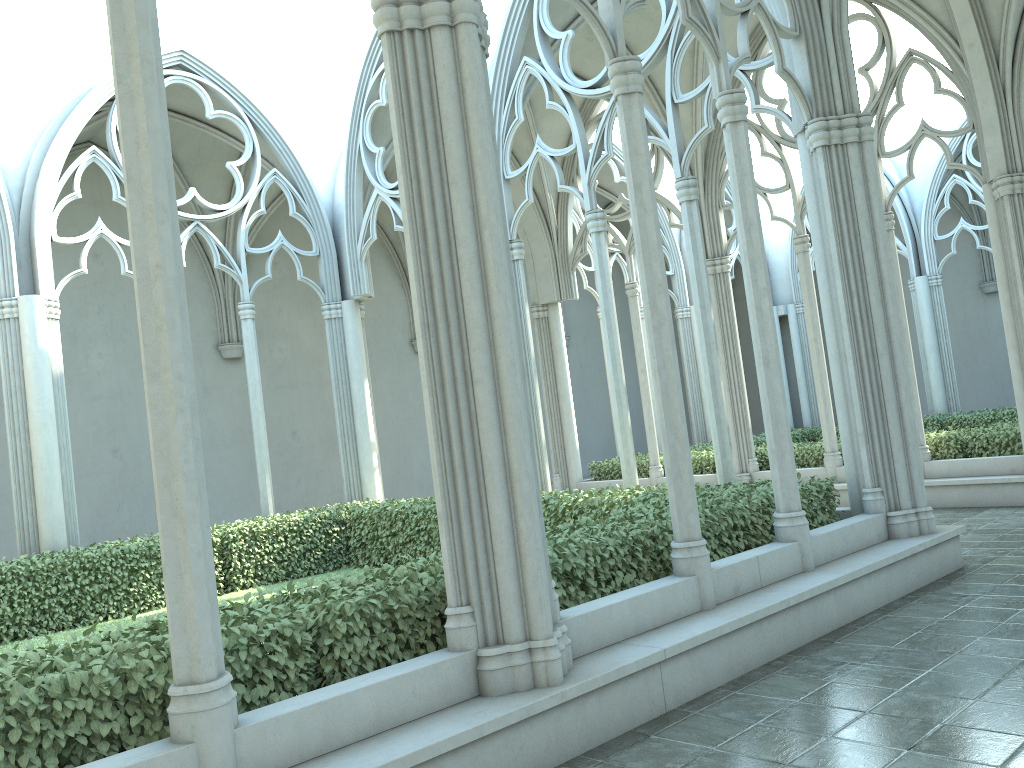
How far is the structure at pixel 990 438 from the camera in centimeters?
1184cm

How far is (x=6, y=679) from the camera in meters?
3.7

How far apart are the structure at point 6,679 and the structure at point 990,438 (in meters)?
5.19

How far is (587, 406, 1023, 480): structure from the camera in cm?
1184

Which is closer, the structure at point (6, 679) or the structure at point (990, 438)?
the structure at point (6, 679)

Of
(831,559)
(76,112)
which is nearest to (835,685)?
(831,559)

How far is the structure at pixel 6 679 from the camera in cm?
368

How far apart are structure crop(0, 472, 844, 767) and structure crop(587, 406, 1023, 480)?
5.2m

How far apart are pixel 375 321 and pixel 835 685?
15.7 meters
